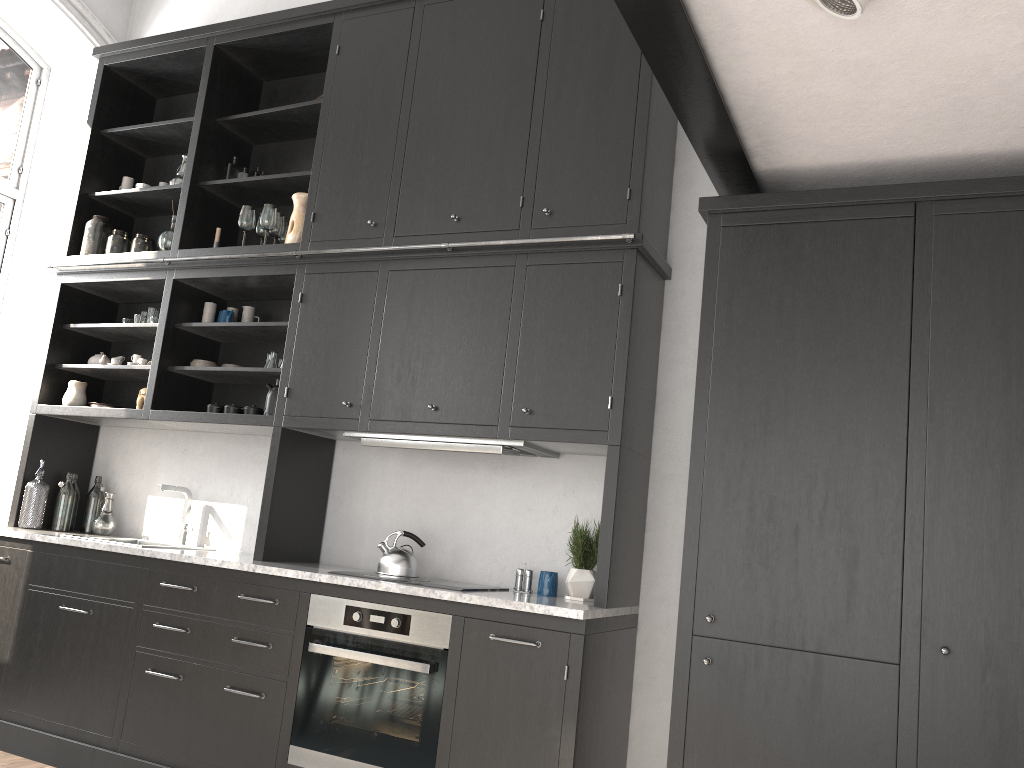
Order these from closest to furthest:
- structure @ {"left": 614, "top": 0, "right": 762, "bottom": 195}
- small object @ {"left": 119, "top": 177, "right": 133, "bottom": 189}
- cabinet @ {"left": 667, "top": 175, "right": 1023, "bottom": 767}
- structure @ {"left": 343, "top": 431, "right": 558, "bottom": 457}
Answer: structure @ {"left": 614, "top": 0, "right": 762, "bottom": 195} → cabinet @ {"left": 667, "top": 175, "right": 1023, "bottom": 767} → structure @ {"left": 343, "top": 431, "right": 558, "bottom": 457} → small object @ {"left": 119, "top": 177, "right": 133, "bottom": 189}

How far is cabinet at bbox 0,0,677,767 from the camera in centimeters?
327cm

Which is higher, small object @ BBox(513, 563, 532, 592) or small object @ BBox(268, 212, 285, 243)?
small object @ BBox(268, 212, 285, 243)

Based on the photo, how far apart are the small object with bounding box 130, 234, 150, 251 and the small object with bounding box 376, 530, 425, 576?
2.20m

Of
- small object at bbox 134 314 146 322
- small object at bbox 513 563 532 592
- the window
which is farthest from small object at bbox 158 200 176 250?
small object at bbox 513 563 532 592

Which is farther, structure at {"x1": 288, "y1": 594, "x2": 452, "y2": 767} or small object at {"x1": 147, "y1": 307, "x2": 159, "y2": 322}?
small object at {"x1": 147, "y1": 307, "x2": 159, "y2": 322}

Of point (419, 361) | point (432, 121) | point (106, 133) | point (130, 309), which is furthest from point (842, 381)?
point (106, 133)

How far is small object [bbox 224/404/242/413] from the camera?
4.10m

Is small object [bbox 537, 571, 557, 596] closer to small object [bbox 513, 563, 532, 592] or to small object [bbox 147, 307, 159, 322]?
small object [bbox 513, 563, 532, 592]

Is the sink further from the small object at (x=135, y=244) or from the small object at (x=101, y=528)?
the small object at (x=135, y=244)
